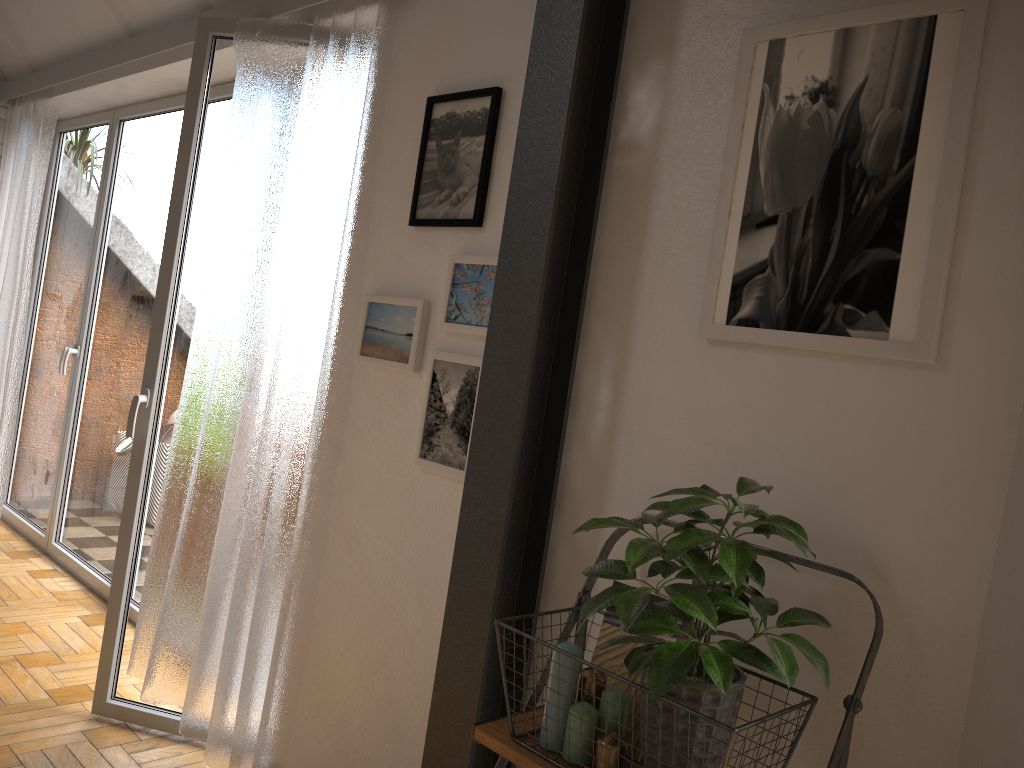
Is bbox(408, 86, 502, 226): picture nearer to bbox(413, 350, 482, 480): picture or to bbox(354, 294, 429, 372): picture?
bbox(354, 294, 429, 372): picture

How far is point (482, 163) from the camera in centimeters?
208cm

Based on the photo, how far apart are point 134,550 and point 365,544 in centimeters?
98cm

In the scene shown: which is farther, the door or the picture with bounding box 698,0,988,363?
the door

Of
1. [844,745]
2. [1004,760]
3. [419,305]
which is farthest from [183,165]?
[1004,760]

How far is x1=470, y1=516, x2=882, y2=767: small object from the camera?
1.3m

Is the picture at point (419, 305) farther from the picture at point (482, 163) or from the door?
the door

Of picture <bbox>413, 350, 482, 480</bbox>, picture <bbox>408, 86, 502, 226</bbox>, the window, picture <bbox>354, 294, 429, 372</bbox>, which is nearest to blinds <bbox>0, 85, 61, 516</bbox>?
the window

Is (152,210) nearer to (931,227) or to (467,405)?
(467,405)

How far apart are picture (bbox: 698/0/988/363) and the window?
3.0m
